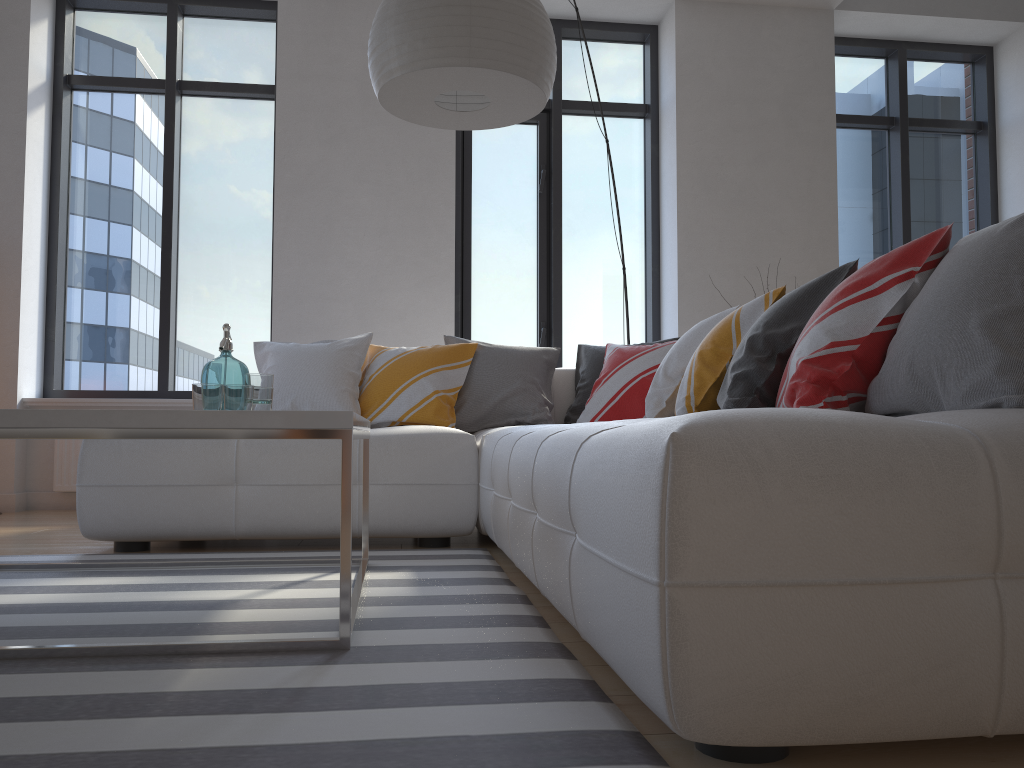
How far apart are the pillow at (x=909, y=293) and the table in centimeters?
92cm

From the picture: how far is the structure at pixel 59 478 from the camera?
4.7m

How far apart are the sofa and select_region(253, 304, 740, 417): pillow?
0.48m

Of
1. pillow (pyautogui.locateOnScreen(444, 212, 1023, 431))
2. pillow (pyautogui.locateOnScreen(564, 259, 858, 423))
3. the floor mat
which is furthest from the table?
pillow (pyautogui.locateOnScreen(444, 212, 1023, 431))

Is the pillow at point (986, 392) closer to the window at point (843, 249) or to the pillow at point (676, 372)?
the pillow at point (676, 372)

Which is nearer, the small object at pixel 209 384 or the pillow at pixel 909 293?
the pillow at pixel 909 293

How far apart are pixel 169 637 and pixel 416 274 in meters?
3.5 m

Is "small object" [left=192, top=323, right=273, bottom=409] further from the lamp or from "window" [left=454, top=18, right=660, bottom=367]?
"window" [left=454, top=18, right=660, bottom=367]

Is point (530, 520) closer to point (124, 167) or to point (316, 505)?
point (316, 505)

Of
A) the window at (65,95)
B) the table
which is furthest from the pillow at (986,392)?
the window at (65,95)
